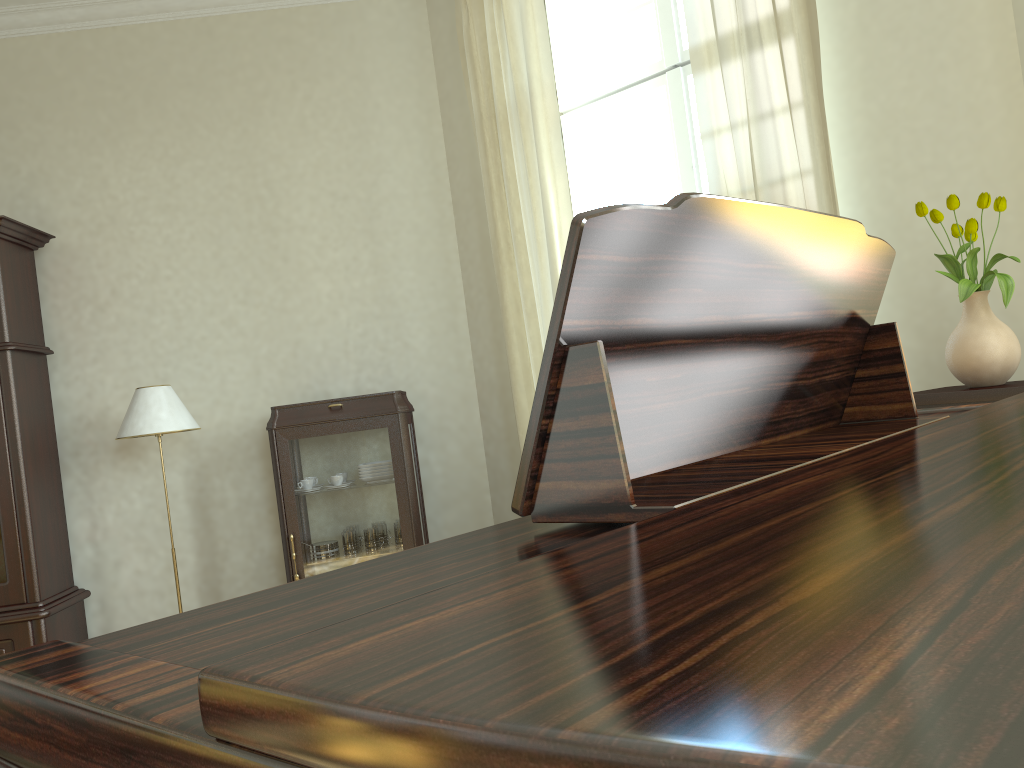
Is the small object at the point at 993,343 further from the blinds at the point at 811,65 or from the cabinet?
the cabinet

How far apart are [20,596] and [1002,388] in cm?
411

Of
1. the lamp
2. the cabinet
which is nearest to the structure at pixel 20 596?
the lamp

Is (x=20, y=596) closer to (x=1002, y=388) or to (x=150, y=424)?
(x=150, y=424)

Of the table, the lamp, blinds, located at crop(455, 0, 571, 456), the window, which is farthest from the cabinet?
the table

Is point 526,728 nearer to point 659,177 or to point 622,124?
point 659,177

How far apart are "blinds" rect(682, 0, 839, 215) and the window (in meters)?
0.54

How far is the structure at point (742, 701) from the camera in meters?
0.2

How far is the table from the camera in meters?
2.6 m

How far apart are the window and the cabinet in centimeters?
131cm
